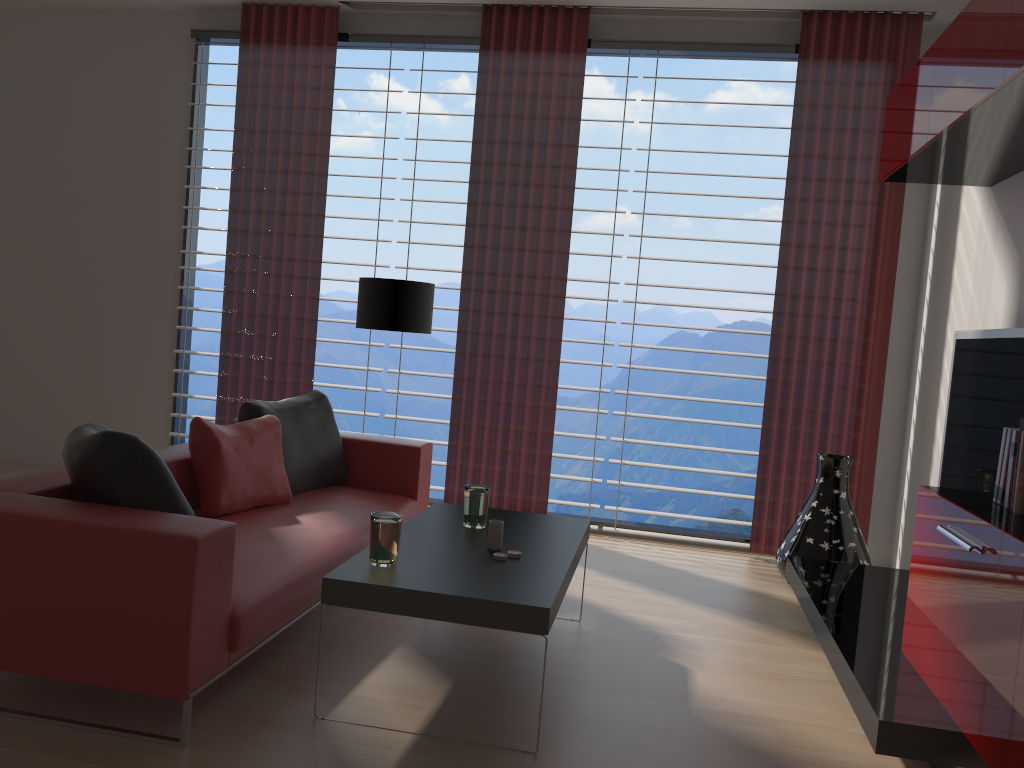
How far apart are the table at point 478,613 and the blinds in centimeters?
223cm

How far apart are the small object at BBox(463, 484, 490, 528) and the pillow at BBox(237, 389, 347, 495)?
1.4 meters

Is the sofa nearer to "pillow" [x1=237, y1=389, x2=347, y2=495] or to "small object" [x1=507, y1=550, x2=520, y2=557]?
"pillow" [x1=237, y1=389, x2=347, y2=495]

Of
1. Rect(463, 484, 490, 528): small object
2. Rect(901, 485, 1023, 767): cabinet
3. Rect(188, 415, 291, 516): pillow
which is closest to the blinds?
Rect(188, 415, 291, 516): pillow

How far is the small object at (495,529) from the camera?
4.2 meters

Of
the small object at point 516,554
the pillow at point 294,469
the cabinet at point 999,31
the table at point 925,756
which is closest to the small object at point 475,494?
the small object at point 516,554

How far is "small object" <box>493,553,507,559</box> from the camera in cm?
400

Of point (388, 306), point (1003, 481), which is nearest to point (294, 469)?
point (388, 306)

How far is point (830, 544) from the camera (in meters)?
6.05

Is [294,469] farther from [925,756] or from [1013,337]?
[1013,337]
